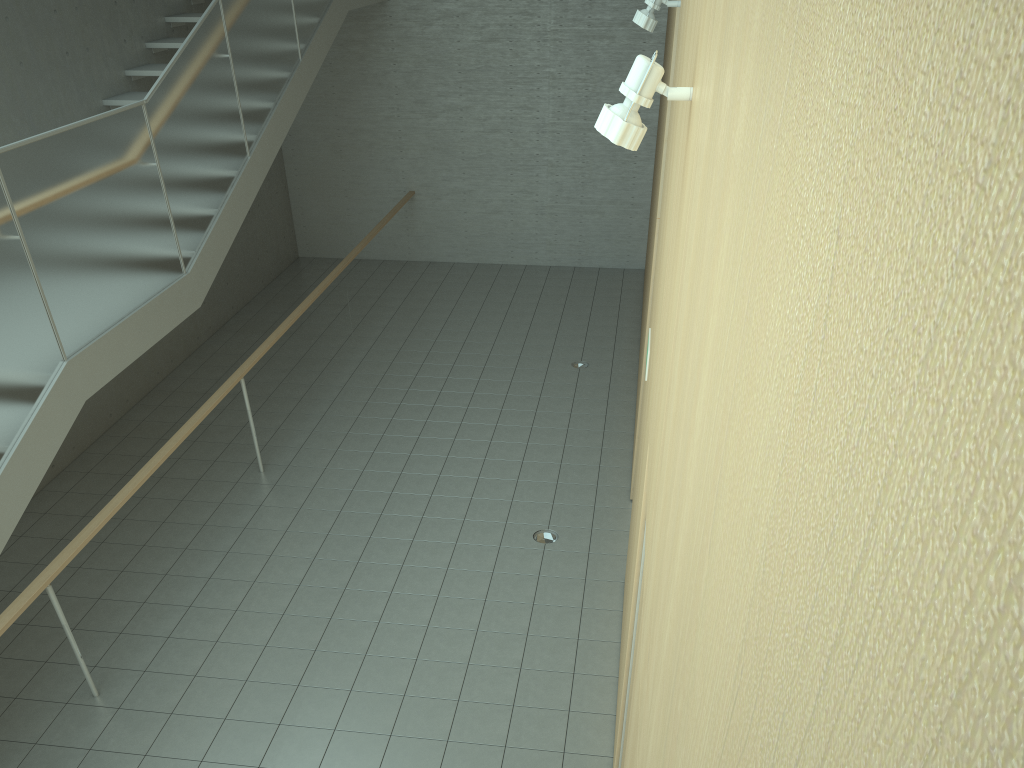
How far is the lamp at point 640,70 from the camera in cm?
216

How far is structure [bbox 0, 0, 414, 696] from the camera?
4.5m

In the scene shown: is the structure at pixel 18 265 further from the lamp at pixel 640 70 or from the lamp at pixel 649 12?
the lamp at pixel 640 70

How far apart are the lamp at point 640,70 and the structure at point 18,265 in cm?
357

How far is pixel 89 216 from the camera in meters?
5.1 m

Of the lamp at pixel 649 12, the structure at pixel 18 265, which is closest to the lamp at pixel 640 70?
the lamp at pixel 649 12

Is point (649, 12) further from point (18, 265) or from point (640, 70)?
point (18, 265)

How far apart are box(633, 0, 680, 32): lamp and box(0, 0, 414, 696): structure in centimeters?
330cm

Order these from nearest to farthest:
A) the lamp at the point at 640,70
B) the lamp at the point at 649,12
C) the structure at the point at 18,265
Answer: the lamp at the point at 640,70, the structure at the point at 18,265, the lamp at the point at 649,12

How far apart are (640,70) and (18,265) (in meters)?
3.77
